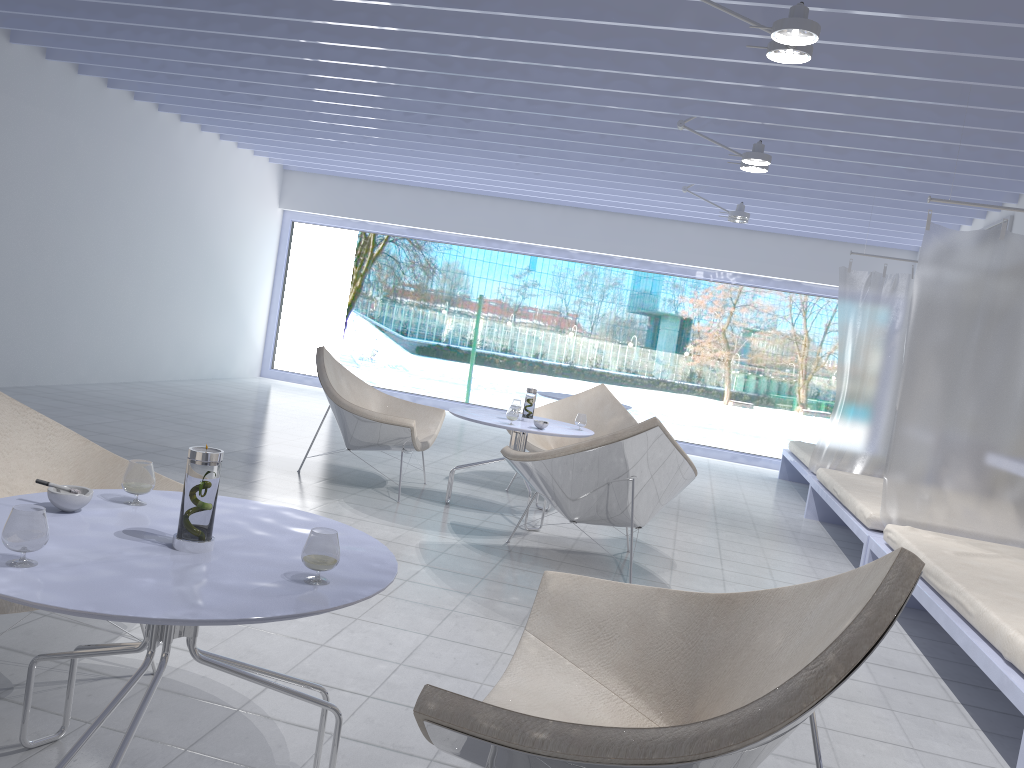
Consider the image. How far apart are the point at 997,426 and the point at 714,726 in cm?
363

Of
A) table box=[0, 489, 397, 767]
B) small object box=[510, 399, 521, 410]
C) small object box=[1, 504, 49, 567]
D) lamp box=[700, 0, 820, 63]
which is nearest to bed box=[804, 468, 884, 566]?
small object box=[510, 399, 521, 410]

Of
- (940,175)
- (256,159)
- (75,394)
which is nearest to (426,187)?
(256,159)

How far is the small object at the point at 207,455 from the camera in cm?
161

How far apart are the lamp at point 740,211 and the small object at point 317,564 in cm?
630

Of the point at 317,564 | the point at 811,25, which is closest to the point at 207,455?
the point at 317,564

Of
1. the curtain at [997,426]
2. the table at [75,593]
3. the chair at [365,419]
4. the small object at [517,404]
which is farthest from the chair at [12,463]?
the curtain at [997,426]

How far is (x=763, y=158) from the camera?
5.19m

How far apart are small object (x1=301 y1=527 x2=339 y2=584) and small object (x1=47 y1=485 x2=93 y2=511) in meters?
0.5

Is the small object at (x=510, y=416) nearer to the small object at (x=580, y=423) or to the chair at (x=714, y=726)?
the small object at (x=580, y=423)
